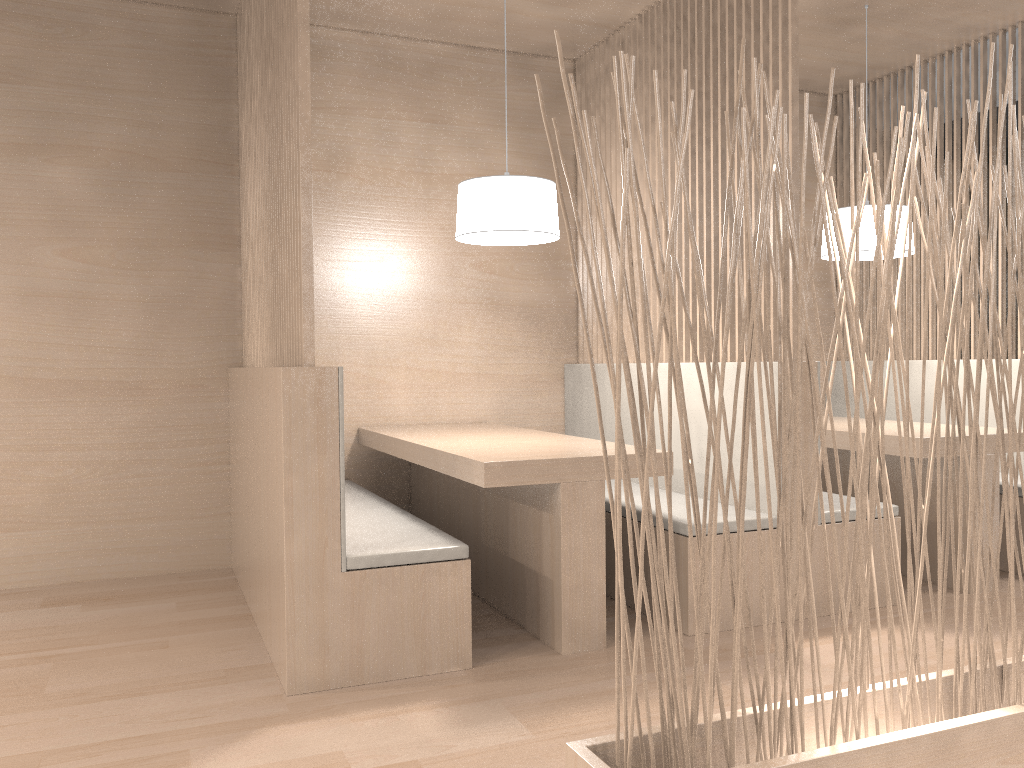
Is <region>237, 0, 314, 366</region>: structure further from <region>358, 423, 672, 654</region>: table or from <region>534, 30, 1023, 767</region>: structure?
<region>534, 30, 1023, 767</region>: structure

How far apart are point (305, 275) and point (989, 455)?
1.7 meters

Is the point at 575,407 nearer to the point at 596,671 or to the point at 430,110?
the point at 430,110

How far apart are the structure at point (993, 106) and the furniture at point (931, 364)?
0.06m

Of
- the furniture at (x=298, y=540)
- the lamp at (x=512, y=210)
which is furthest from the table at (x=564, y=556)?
the lamp at (x=512, y=210)

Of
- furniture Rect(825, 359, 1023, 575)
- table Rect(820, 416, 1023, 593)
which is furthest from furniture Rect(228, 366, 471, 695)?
furniture Rect(825, 359, 1023, 575)

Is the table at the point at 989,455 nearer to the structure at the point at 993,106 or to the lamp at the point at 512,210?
the structure at the point at 993,106

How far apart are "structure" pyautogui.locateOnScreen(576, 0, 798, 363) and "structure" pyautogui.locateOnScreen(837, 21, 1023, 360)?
1.1m

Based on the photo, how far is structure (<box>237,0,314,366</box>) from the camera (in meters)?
1.58

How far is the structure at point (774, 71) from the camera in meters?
2.0 m
